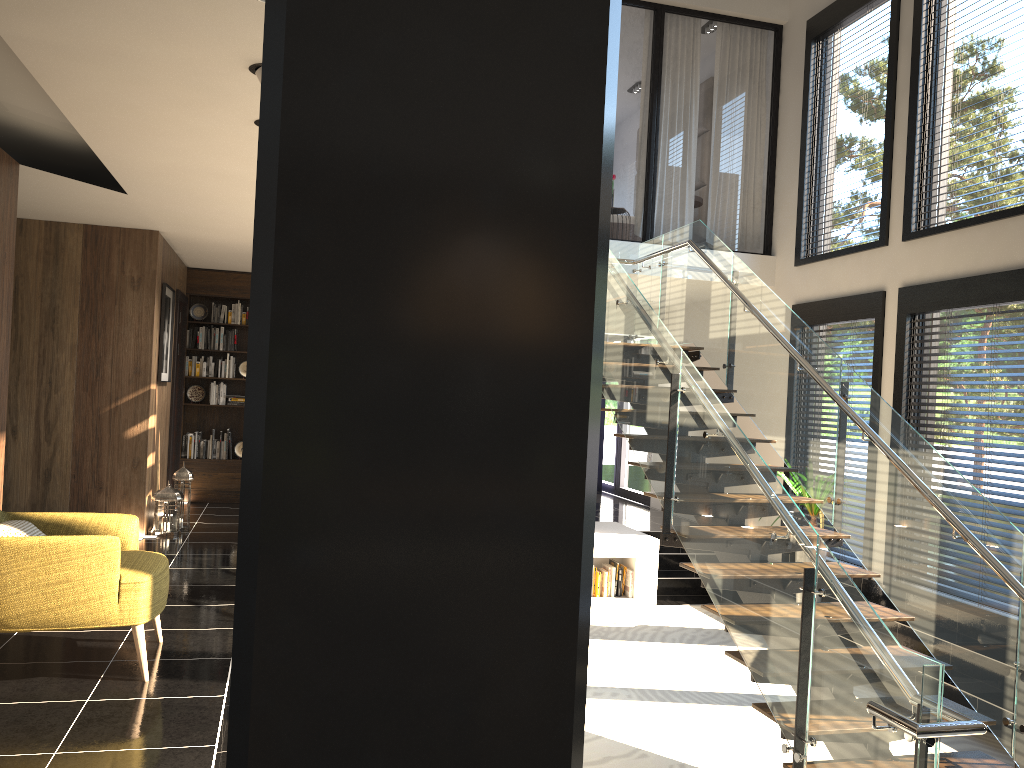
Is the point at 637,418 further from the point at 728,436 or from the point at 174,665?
the point at 174,665

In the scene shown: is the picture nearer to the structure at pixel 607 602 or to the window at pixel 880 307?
the structure at pixel 607 602

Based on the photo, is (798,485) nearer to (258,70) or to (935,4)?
(935,4)

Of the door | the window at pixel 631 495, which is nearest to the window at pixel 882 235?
the window at pixel 631 495

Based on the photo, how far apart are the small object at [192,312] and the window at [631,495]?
6.3 meters

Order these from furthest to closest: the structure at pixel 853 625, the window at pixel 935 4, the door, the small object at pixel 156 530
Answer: the door → the small object at pixel 156 530 → the window at pixel 935 4 → the structure at pixel 853 625

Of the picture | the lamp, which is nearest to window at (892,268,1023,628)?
the lamp

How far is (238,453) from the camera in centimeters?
1038cm

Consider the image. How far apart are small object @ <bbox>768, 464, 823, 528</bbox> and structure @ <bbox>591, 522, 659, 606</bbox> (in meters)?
1.44

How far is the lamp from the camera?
3.63m
